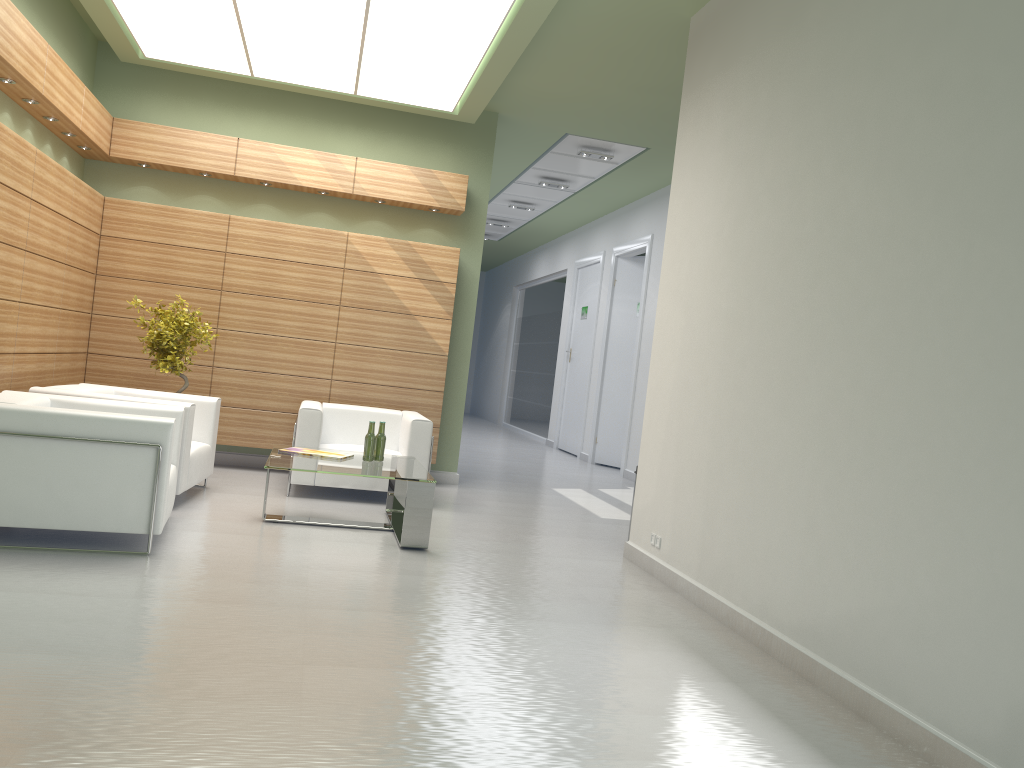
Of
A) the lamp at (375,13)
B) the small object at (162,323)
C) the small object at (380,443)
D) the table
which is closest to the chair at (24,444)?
the table

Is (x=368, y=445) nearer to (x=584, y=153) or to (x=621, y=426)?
(x=584, y=153)

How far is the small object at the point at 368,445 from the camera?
10.43m

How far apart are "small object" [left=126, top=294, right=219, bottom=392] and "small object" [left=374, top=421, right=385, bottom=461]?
3.4m

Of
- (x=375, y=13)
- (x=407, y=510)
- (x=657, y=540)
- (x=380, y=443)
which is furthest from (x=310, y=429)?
(x=375, y=13)

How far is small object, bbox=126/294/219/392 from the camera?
12.08m

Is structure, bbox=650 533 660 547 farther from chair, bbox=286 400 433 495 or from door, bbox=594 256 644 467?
door, bbox=594 256 644 467

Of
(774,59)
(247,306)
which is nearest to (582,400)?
(247,306)

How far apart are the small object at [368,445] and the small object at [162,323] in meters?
3.4

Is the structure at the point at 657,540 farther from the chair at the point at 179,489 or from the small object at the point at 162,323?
the small object at the point at 162,323
